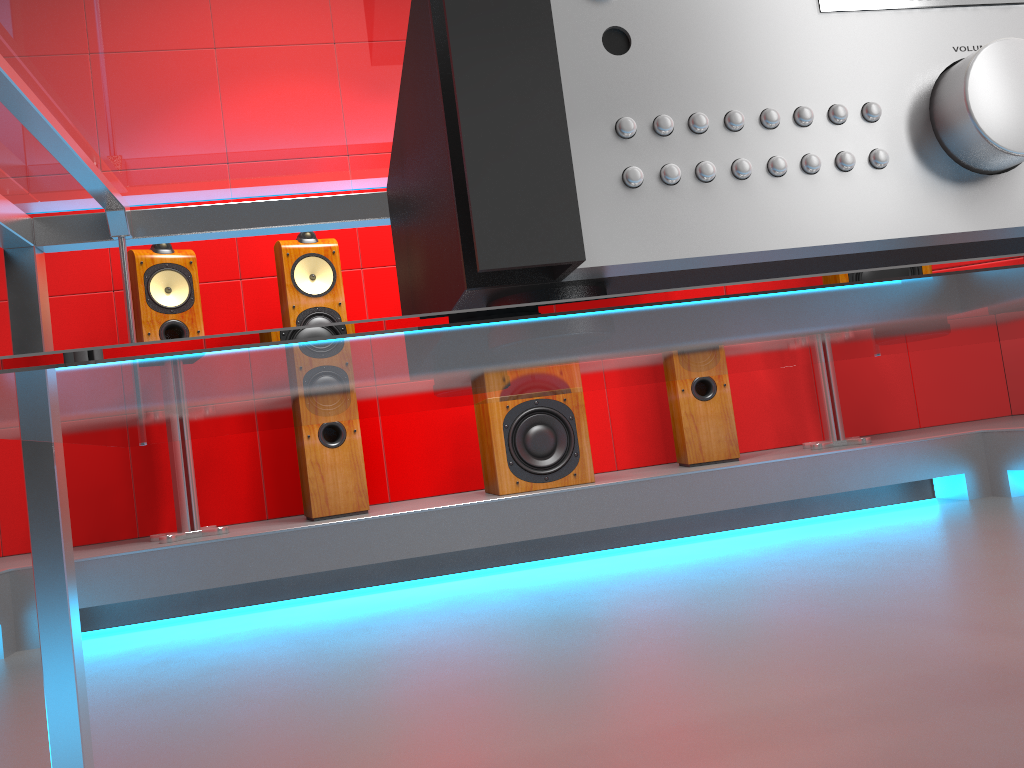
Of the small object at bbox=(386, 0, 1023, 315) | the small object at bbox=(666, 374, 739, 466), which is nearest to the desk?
the small object at bbox=(386, 0, 1023, 315)

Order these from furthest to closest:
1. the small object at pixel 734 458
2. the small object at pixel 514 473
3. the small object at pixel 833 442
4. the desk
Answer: the small object at pixel 833 442
the small object at pixel 734 458
the small object at pixel 514 473
the desk

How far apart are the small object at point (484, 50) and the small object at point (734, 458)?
2.9m

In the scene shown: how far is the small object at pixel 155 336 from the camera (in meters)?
3.06

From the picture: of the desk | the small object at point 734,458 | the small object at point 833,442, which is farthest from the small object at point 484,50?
the small object at point 833,442

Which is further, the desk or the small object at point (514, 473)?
the small object at point (514, 473)

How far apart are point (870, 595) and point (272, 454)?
2.46m

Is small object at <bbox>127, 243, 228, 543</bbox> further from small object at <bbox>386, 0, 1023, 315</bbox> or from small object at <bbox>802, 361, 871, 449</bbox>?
small object at <bbox>386, 0, 1023, 315</bbox>

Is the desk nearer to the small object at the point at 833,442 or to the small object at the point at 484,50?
the small object at the point at 484,50

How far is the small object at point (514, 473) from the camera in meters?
3.2 m
